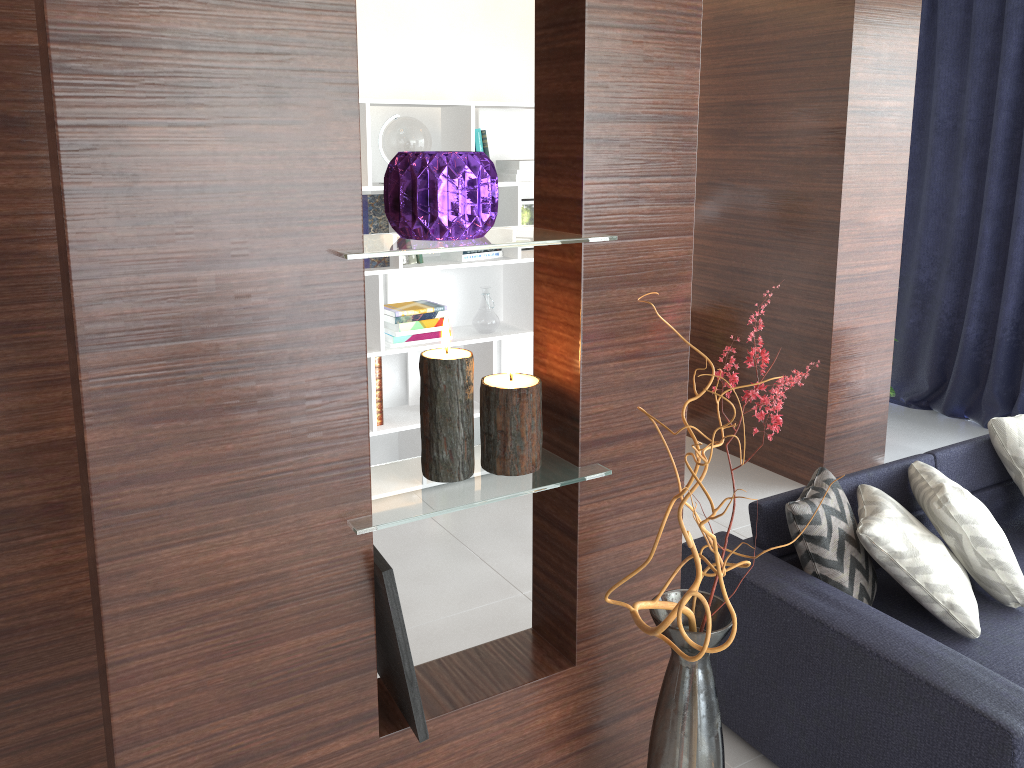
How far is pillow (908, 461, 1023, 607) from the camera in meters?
2.6

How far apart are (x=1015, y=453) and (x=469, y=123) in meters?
2.5 m

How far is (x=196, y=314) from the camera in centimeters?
83cm

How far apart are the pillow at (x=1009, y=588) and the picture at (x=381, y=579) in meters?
2.0 m

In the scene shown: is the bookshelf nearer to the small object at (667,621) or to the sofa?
the small object at (667,621)

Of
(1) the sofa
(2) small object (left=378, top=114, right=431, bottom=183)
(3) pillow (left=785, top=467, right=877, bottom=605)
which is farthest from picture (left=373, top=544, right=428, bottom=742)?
(2) small object (left=378, top=114, right=431, bottom=183)

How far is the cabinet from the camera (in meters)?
0.79

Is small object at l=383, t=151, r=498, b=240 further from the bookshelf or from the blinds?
the blinds

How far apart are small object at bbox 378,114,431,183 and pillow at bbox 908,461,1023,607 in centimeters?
227cm

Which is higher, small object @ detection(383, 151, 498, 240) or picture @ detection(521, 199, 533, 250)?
small object @ detection(383, 151, 498, 240)
